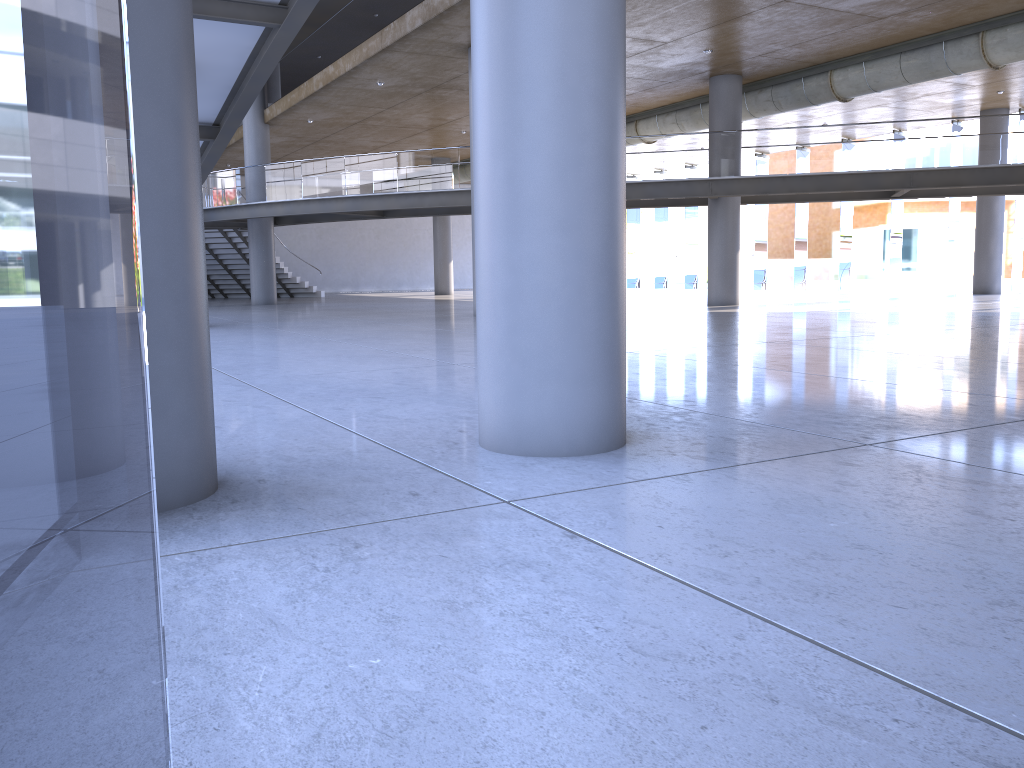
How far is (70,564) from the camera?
46.25m
